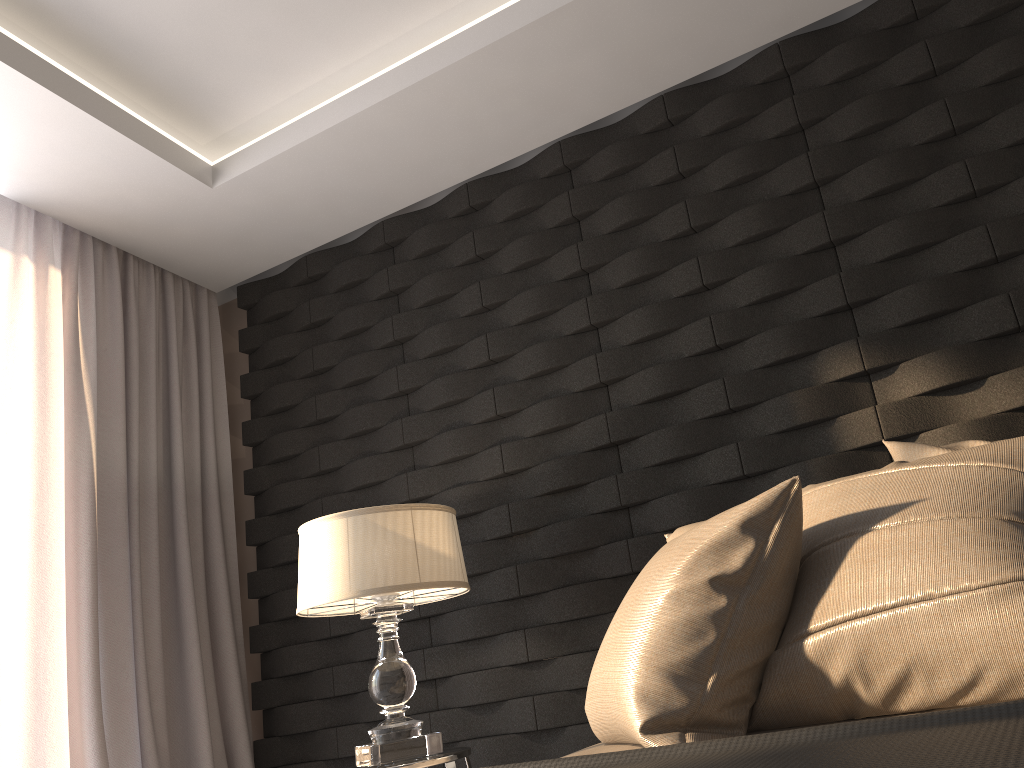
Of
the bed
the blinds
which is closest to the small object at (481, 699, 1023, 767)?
the bed

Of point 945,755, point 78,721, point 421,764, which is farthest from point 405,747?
point 945,755

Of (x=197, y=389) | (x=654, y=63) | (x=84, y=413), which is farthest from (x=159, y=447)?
(x=654, y=63)

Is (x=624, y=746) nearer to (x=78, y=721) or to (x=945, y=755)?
(x=945, y=755)

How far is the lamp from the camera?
2.3 meters

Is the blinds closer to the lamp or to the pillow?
the lamp

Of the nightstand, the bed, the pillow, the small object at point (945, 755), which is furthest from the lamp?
the small object at point (945, 755)

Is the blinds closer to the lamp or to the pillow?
the lamp

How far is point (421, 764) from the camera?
2.18m

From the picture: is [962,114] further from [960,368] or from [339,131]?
[339,131]
